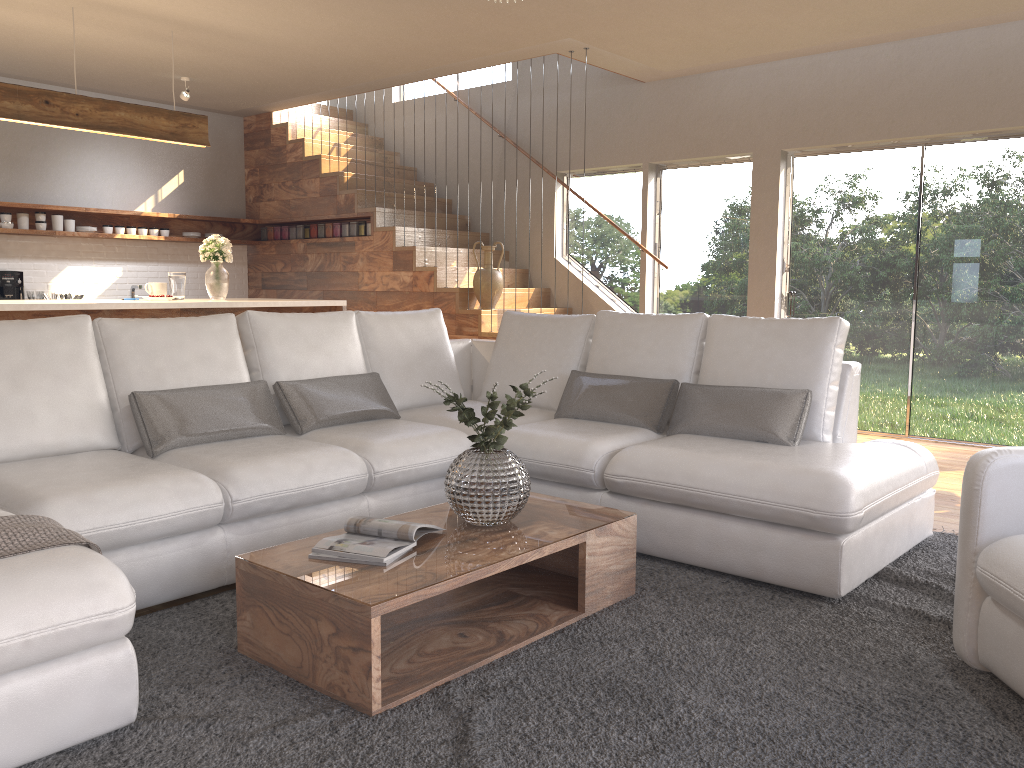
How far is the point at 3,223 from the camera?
7.4m

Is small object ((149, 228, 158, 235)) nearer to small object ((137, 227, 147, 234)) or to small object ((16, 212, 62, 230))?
small object ((137, 227, 147, 234))

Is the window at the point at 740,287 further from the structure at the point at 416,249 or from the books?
the books

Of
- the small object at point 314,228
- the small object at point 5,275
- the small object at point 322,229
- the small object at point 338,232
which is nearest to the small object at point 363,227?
the small object at point 338,232

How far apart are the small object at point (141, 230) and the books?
6.55m

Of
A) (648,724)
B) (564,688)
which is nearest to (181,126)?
(564,688)

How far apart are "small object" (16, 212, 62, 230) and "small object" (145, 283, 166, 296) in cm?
244

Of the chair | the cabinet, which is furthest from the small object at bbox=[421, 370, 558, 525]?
the cabinet

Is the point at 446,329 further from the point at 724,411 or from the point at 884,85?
the point at 884,85

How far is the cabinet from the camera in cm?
484
